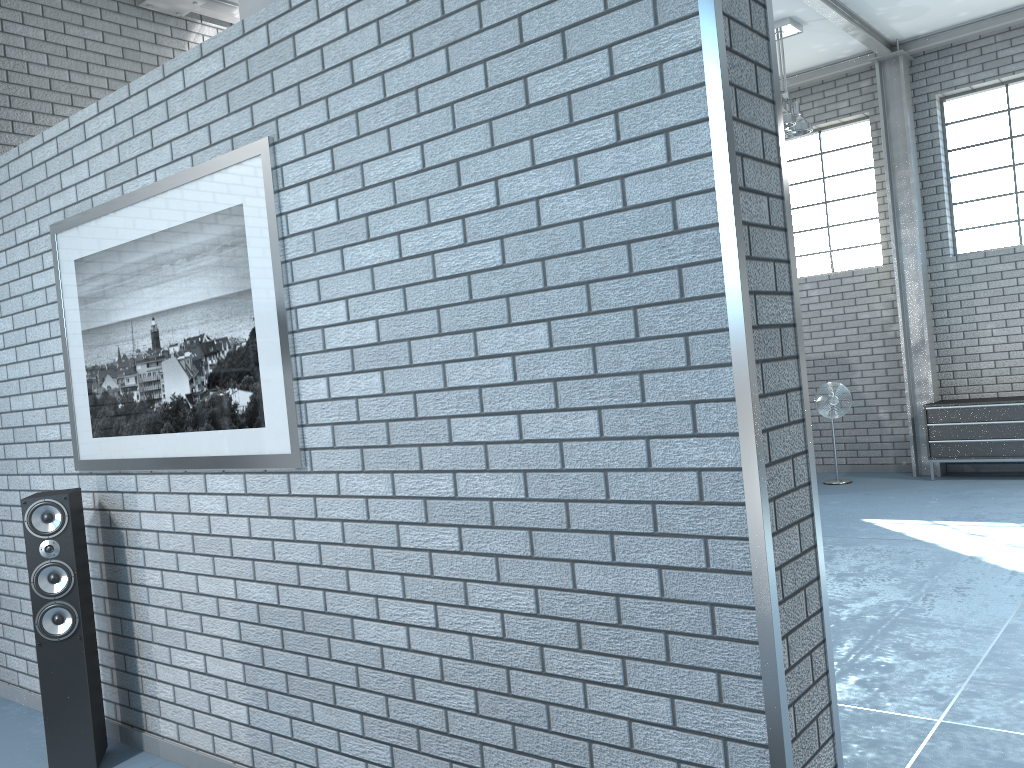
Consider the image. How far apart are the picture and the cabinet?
6.78m

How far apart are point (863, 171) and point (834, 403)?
2.4 meters

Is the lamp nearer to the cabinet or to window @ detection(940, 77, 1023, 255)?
window @ detection(940, 77, 1023, 255)

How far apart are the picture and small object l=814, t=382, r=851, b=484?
6.5m

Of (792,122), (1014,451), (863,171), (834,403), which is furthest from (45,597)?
(863,171)

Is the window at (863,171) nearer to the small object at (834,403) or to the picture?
the small object at (834,403)

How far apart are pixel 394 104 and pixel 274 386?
0.9m

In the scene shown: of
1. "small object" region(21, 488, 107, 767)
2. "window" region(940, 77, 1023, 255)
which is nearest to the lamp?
"window" region(940, 77, 1023, 255)

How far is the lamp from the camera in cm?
723

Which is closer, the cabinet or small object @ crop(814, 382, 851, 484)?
the cabinet
